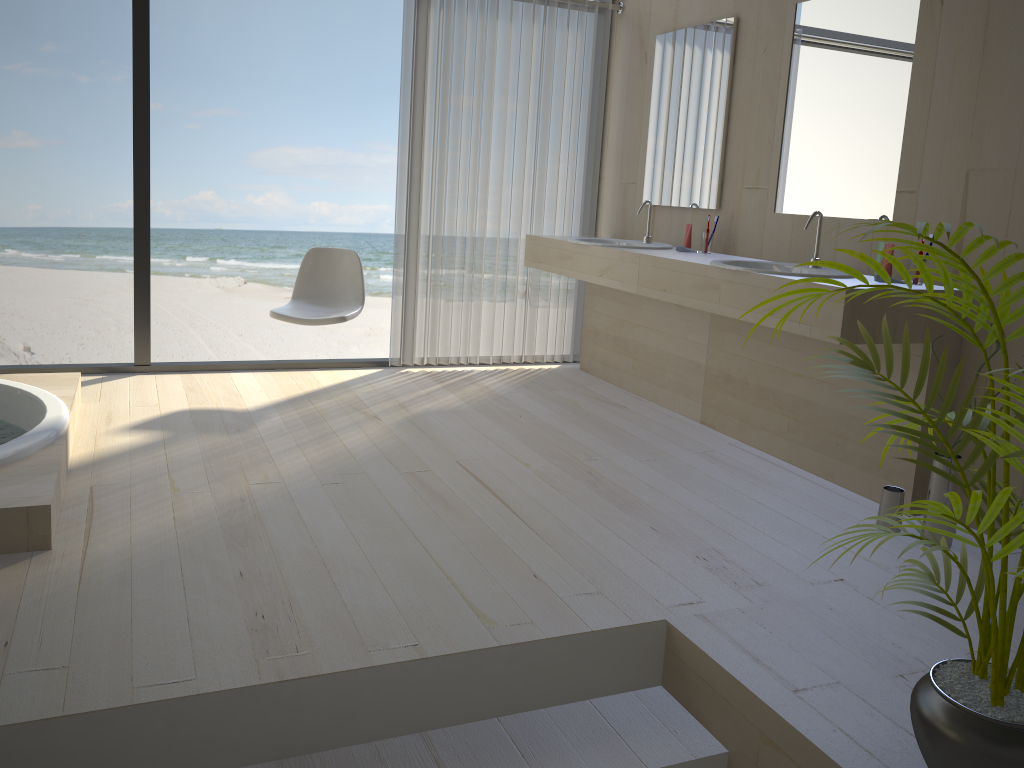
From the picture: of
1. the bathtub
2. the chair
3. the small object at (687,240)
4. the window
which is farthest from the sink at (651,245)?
the bathtub

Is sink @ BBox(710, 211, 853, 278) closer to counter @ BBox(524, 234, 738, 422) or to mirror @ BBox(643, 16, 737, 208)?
counter @ BBox(524, 234, 738, 422)

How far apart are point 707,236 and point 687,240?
0.1m

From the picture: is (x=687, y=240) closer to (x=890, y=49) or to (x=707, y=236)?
(x=707, y=236)

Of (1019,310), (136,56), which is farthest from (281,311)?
(1019,310)

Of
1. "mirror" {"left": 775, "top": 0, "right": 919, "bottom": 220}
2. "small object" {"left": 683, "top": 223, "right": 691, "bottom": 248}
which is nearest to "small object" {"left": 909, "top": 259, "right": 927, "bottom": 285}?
"mirror" {"left": 775, "top": 0, "right": 919, "bottom": 220}

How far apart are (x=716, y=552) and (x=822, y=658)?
0.60m

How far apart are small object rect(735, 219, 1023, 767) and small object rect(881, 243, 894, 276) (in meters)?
1.37

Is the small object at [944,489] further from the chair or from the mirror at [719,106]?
the chair

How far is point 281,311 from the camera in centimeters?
408cm
